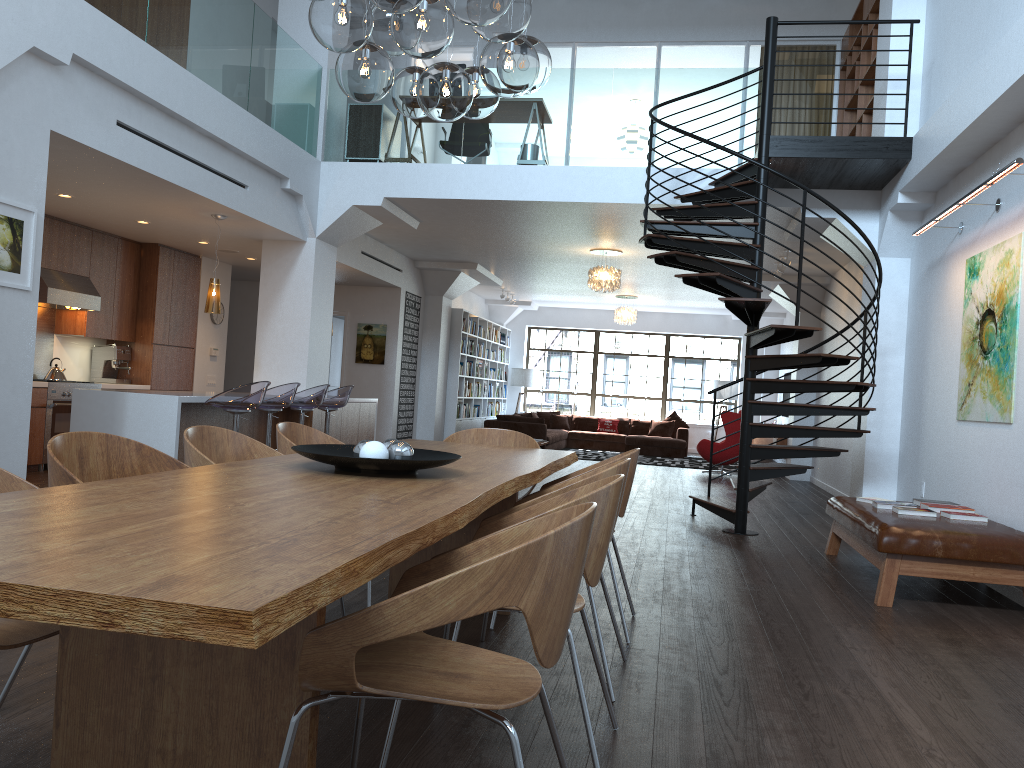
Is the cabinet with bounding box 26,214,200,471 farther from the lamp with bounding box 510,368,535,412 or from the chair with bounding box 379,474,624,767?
the lamp with bounding box 510,368,535,412

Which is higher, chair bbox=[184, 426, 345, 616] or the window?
the window

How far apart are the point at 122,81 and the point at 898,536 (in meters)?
5.72

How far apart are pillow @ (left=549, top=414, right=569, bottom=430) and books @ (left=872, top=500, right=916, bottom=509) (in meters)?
12.42

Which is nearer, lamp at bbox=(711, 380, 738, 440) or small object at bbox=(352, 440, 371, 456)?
small object at bbox=(352, 440, 371, 456)

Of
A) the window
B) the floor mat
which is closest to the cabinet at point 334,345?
the floor mat

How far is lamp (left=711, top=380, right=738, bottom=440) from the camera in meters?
18.3 m

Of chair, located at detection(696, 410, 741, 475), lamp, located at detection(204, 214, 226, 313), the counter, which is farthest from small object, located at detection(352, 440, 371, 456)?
chair, located at detection(696, 410, 741, 475)

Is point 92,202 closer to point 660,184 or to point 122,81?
point 122,81

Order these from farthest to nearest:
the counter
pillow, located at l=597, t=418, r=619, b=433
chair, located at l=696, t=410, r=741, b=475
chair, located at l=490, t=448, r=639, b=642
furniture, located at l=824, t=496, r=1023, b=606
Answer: pillow, located at l=597, t=418, r=619, b=433 < chair, located at l=696, t=410, r=741, b=475 < the counter < furniture, located at l=824, t=496, r=1023, b=606 < chair, located at l=490, t=448, r=639, b=642
